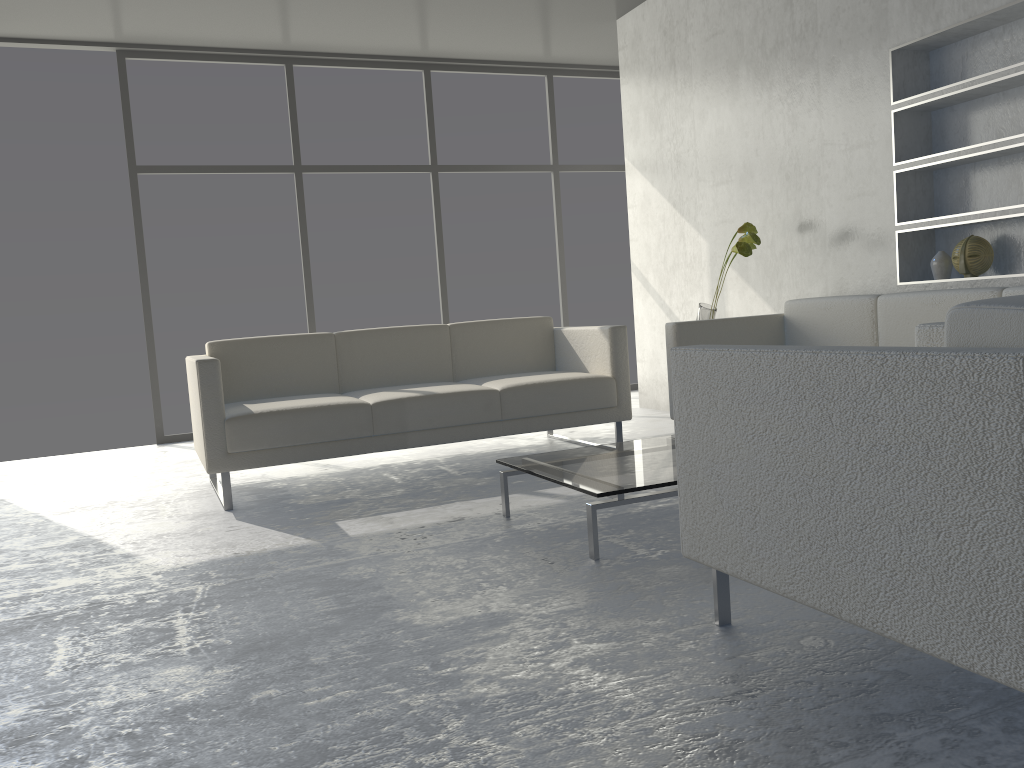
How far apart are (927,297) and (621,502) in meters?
1.7 m

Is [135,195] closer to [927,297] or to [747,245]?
[747,245]

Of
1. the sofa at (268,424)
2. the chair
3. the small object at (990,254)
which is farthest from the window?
the chair

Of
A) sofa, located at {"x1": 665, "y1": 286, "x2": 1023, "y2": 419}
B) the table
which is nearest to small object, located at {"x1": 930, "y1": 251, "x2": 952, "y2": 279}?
sofa, located at {"x1": 665, "y1": 286, "x2": 1023, "y2": 419}

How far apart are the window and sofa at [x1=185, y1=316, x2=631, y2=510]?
1.94m

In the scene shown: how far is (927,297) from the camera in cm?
337

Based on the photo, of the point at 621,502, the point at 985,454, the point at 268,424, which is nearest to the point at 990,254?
the point at 621,502

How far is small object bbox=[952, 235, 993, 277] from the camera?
3.5m

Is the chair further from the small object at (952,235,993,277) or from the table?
the small object at (952,235,993,277)

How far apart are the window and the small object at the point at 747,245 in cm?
242
